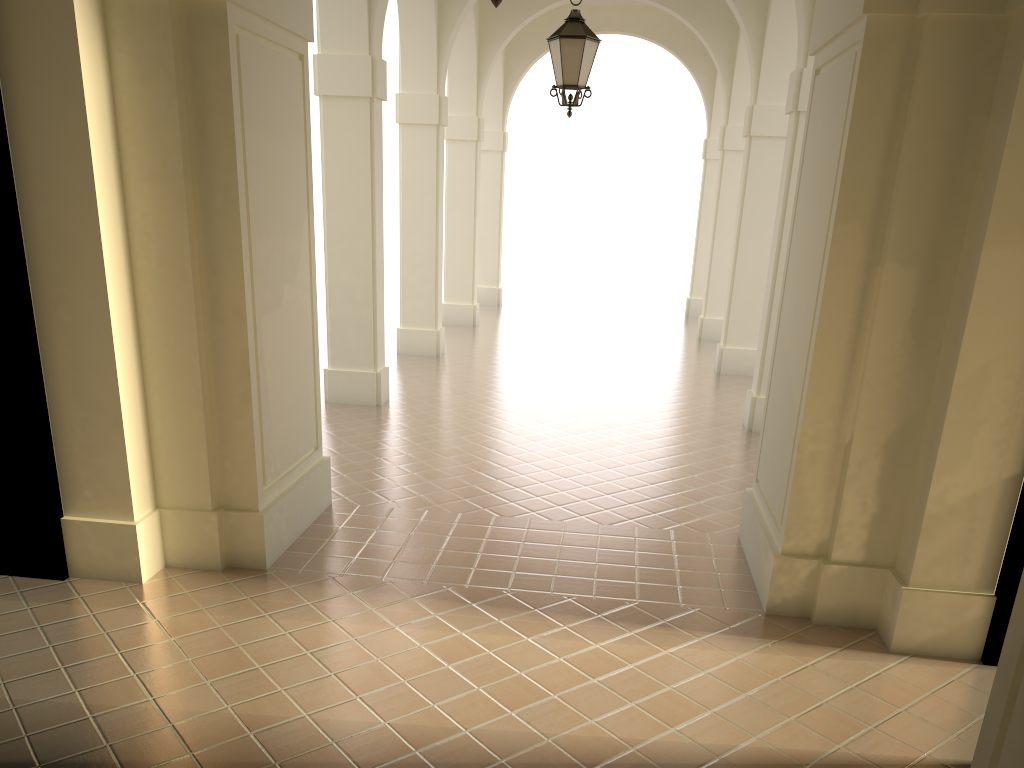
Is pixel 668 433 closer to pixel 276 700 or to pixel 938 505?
pixel 938 505

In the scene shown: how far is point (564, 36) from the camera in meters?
8.4 m

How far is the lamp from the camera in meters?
8.4 m

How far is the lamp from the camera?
8.36m
